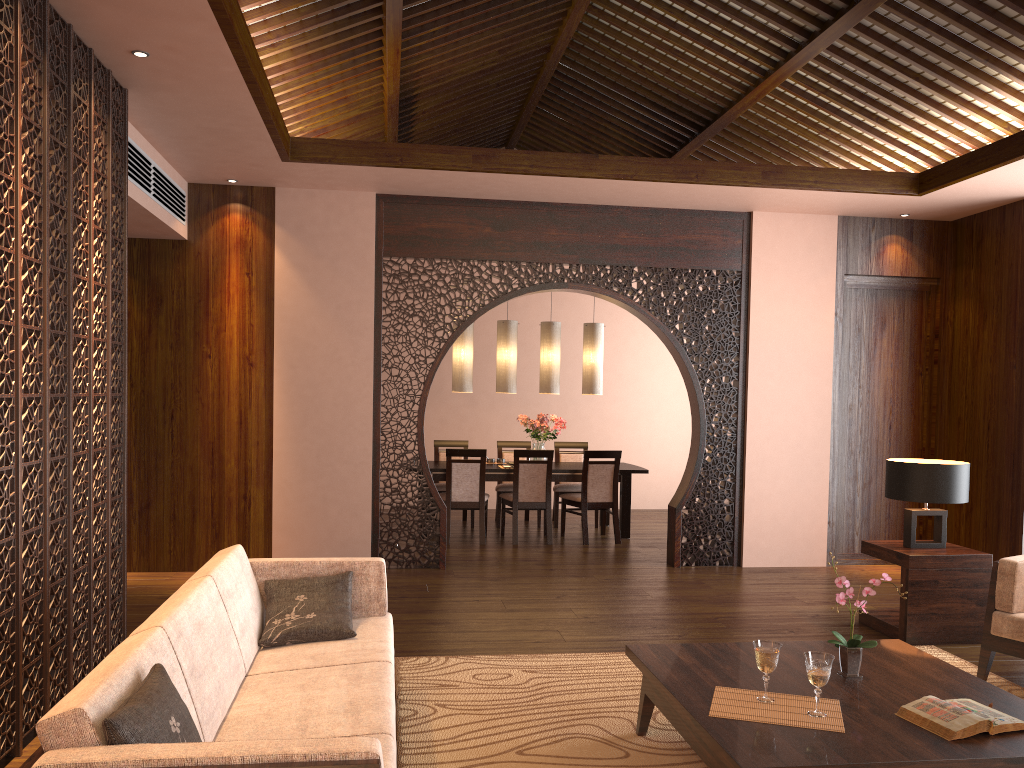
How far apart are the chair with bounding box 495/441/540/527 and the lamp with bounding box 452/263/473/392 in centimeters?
102cm

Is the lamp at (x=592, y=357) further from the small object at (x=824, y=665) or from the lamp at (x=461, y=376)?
the small object at (x=824, y=665)

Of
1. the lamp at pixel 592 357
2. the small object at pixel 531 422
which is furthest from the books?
the lamp at pixel 592 357

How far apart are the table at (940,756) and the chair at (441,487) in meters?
5.4 m

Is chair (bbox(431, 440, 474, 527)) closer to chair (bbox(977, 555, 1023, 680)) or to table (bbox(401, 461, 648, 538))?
table (bbox(401, 461, 648, 538))

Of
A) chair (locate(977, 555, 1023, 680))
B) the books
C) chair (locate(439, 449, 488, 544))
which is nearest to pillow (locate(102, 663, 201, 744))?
the books

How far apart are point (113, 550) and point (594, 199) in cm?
415

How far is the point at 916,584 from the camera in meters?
4.8

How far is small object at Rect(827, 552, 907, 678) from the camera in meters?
3.1 m

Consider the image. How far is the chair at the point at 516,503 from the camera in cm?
792
